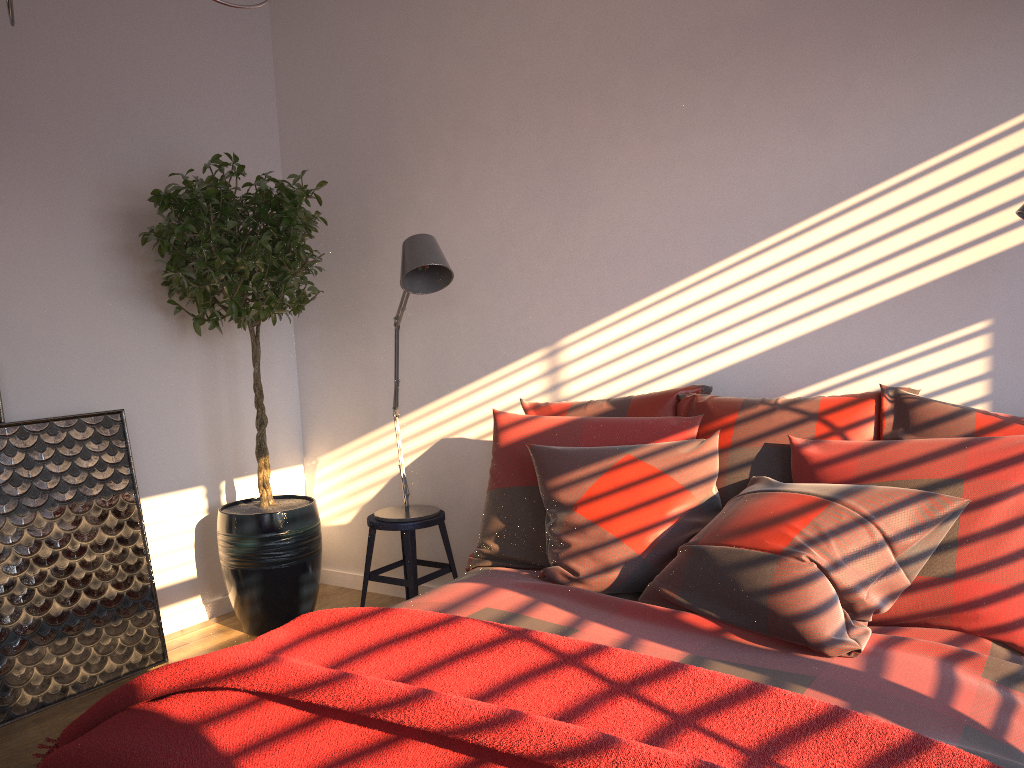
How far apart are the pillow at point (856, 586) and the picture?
1.57m

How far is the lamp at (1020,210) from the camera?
2.2m

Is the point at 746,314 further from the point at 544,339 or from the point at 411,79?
the point at 411,79

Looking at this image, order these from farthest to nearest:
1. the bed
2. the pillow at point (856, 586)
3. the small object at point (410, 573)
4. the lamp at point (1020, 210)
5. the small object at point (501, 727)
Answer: the small object at point (410, 573) < the lamp at point (1020, 210) < the pillow at point (856, 586) < the bed < the small object at point (501, 727)

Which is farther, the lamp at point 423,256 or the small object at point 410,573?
the small object at point 410,573

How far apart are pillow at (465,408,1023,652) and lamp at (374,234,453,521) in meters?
0.5

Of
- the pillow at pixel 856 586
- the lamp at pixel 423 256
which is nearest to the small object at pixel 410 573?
the lamp at pixel 423 256

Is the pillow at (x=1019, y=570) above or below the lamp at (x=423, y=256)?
below

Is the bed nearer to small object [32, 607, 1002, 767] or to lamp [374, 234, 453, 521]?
small object [32, 607, 1002, 767]

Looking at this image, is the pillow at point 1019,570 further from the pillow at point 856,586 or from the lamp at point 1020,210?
the lamp at point 1020,210
